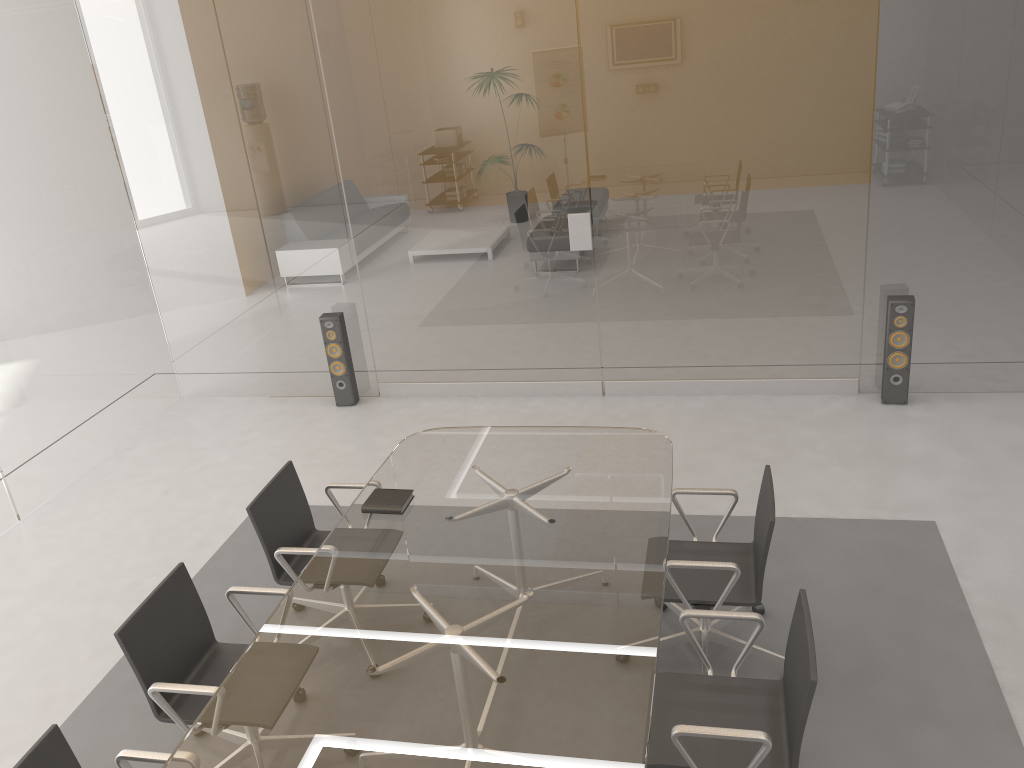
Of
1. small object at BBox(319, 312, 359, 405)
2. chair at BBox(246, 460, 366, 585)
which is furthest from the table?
small object at BBox(319, 312, 359, 405)

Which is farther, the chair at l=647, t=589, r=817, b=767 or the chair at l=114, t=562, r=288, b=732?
the chair at l=114, t=562, r=288, b=732

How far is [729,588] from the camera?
3.3 meters

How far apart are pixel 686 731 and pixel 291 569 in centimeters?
187cm

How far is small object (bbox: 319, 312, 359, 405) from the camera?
Result: 6.41m

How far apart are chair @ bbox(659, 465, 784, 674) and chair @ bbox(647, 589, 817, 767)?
0.3m

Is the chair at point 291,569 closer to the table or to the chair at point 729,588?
the table

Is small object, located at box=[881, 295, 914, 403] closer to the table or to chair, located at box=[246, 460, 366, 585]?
the table

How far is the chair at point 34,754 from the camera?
2.55m

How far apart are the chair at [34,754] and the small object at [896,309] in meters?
4.7 m
